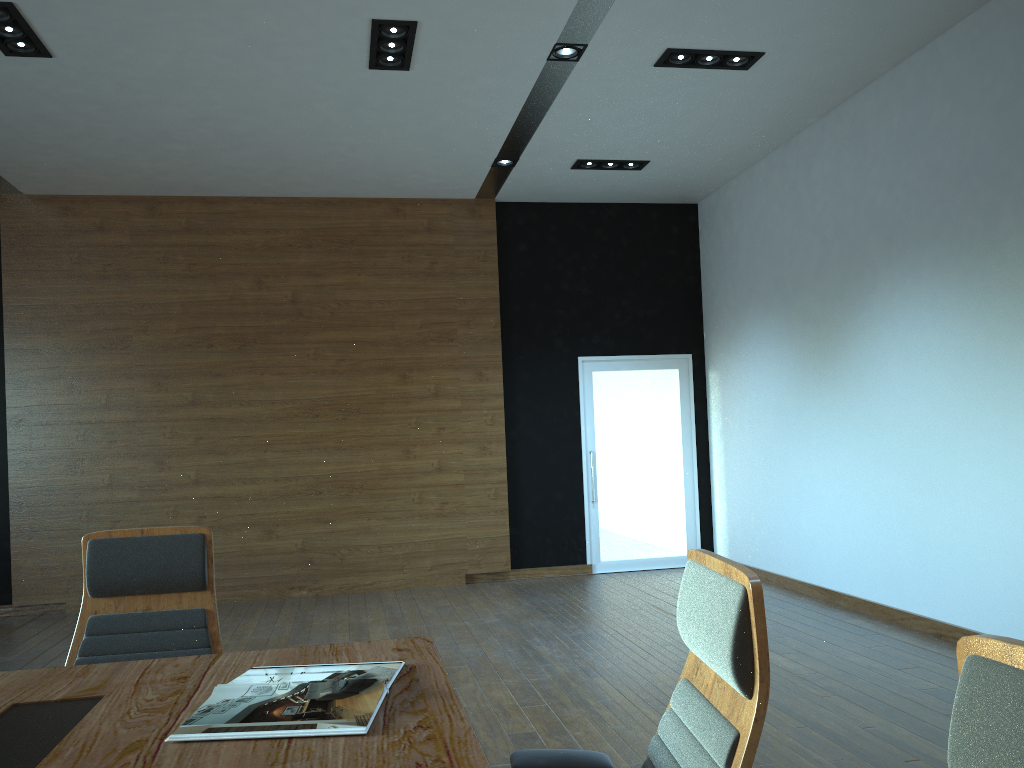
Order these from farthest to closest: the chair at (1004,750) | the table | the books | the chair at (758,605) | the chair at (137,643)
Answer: the chair at (137,643)
the books
the table
the chair at (758,605)
the chair at (1004,750)

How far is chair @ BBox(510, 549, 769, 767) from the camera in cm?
140

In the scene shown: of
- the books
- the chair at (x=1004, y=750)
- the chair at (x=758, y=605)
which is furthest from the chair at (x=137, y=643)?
the chair at (x=1004, y=750)

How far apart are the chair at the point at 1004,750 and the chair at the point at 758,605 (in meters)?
0.44

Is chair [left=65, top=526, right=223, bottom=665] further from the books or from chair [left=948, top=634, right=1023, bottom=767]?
chair [left=948, top=634, right=1023, bottom=767]

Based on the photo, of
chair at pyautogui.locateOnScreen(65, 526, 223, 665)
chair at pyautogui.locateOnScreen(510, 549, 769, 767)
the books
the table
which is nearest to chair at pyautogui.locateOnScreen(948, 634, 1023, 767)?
chair at pyautogui.locateOnScreen(510, 549, 769, 767)

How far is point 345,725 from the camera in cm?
170

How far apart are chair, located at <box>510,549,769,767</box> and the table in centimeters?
16cm

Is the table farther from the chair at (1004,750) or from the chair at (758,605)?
the chair at (1004,750)

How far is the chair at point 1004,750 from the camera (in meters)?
0.87
